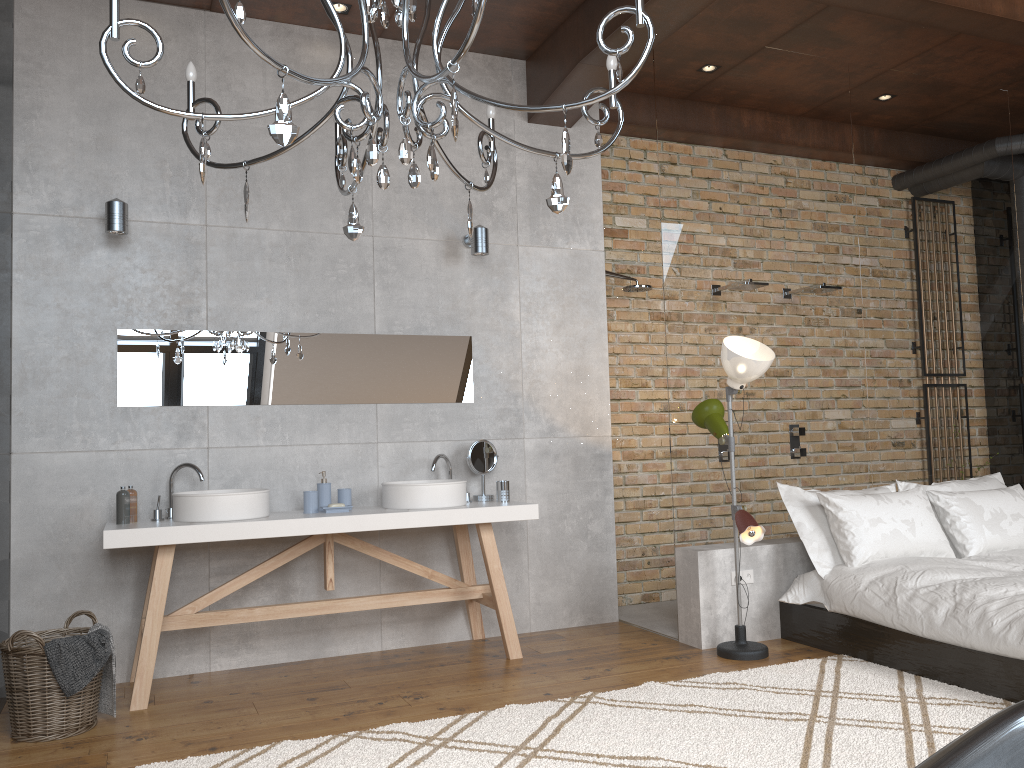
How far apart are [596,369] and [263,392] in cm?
196

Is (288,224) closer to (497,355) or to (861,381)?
(497,355)

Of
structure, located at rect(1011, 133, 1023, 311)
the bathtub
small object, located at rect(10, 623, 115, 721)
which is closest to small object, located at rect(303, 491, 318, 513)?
small object, located at rect(10, 623, 115, 721)

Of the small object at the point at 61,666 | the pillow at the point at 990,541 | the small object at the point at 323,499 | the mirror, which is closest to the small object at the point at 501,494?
the mirror

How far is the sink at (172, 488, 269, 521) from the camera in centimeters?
399cm

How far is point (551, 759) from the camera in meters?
3.0

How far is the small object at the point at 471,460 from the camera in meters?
4.9 m

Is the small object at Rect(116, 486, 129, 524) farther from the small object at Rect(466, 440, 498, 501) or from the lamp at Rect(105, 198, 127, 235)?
the small object at Rect(466, 440, 498, 501)

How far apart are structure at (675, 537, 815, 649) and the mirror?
1.41m

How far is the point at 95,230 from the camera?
4.3 meters
